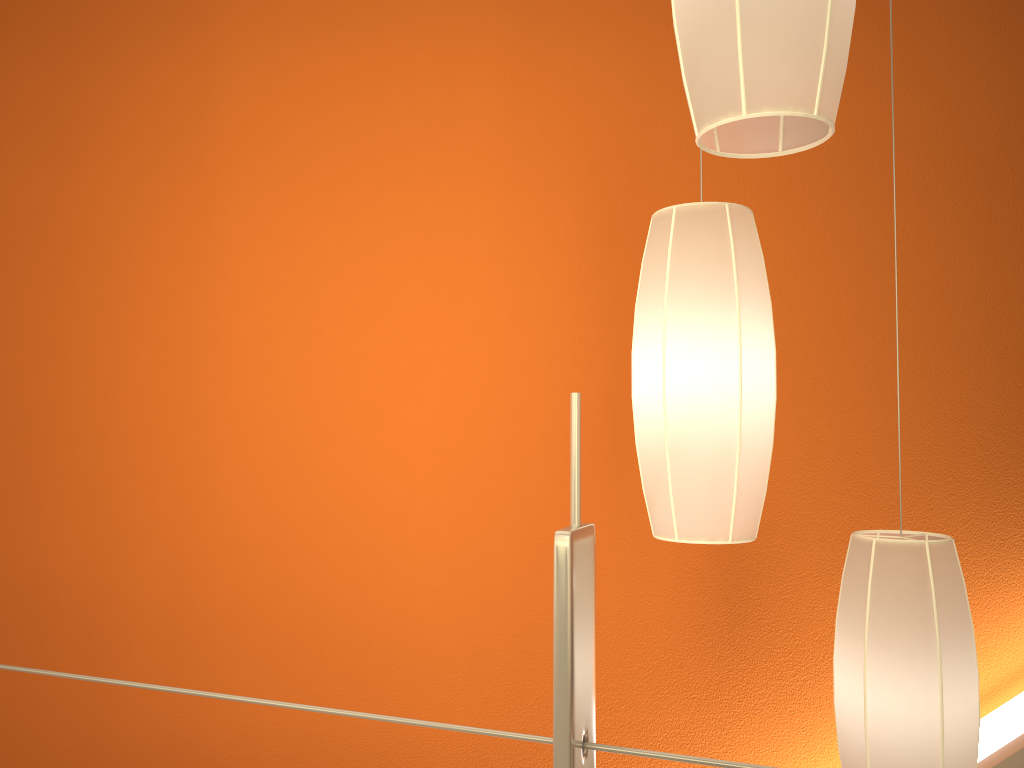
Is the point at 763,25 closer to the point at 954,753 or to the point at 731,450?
the point at 731,450

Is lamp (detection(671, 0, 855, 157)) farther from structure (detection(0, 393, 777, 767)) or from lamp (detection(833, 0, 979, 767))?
lamp (detection(833, 0, 979, 767))

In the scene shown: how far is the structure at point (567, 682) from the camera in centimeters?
62cm

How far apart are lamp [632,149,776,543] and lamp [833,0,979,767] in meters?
0.2

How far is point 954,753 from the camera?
1.2 meters

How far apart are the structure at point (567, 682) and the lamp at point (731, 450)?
0.5 meters

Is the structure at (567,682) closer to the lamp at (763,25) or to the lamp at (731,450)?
the lamp at (763,25)

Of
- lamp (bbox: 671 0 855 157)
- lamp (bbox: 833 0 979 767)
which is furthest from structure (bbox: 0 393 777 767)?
lamp (bbox: 833 0 979 767)

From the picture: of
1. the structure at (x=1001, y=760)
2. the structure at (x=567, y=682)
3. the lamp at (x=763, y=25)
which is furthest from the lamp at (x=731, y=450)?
the structure at (x=1001, y=760)

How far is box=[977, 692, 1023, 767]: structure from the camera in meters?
2.6 m
